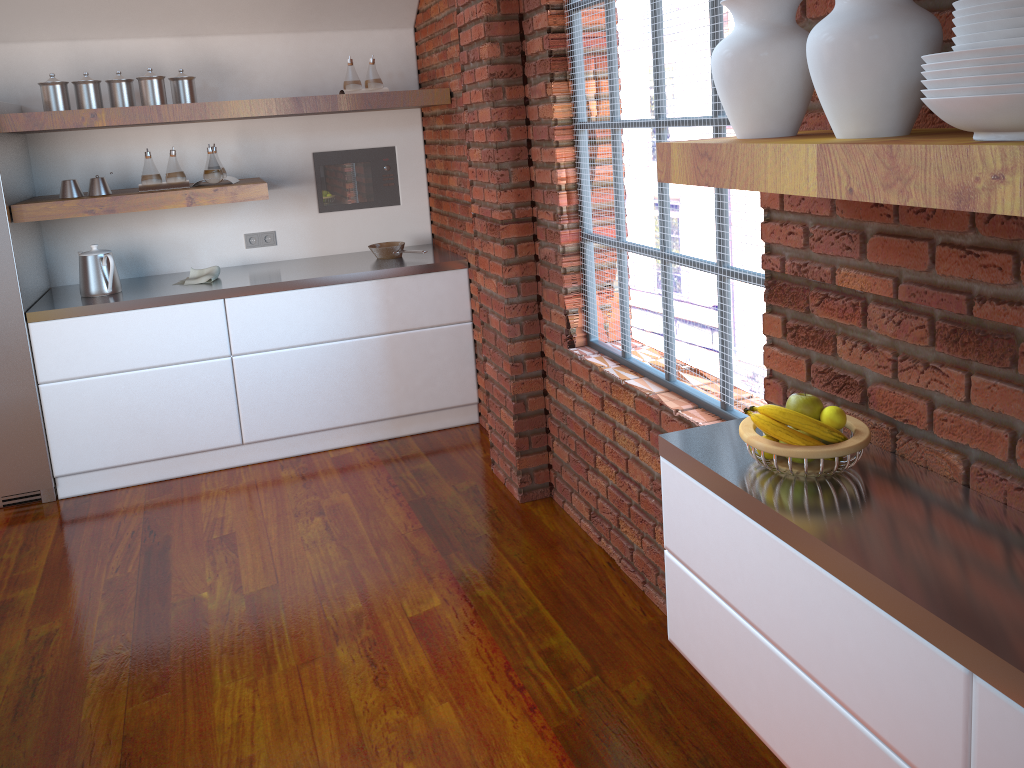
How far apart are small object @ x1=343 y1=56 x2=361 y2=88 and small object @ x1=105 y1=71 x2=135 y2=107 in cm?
97

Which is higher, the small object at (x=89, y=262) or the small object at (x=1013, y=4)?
the small object at (x=1013, y=4)

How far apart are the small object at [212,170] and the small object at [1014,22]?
3.7m

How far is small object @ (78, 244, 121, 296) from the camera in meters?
4.0 m

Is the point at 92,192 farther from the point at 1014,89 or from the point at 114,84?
the point at 1014,89

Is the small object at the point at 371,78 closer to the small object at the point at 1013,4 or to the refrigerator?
the refrigerator

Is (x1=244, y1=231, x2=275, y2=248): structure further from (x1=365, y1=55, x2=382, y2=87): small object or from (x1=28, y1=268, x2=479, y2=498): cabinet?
(x1=365, y1=55, x2=382, y2=87): small object

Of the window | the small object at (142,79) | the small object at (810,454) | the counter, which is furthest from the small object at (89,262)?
the small object at (810,454)

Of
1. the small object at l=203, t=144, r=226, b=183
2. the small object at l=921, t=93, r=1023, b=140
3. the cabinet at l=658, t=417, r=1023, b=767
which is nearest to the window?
the cabinet at l=658, t=417, r=1023, b=767

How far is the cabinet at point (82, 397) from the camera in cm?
394
